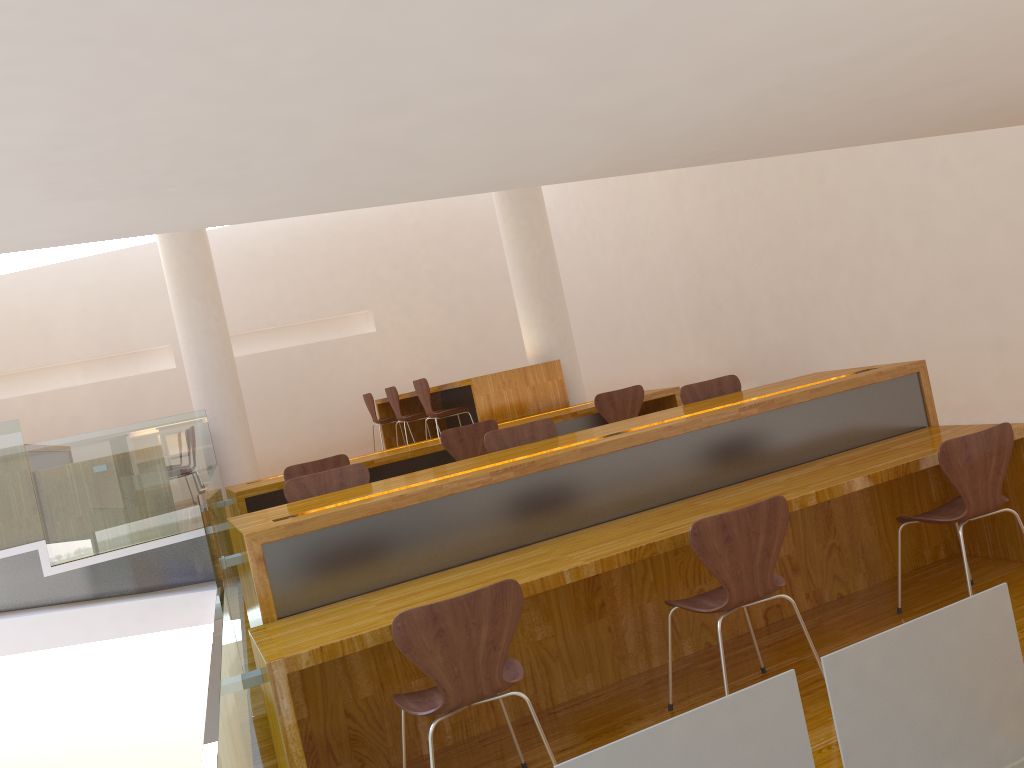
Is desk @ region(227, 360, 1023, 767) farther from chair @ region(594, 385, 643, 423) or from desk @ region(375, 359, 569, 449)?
desk @ region(375, 359, 569, 449)

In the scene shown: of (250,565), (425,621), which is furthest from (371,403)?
(425,621)

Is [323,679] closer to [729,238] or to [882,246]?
[882,246]

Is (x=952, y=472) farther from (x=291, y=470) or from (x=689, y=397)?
(x=291, y=470)

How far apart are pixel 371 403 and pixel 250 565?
6.09m

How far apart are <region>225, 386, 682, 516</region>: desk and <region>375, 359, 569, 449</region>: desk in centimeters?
14cm

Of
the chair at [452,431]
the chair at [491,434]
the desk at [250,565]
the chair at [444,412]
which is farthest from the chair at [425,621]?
the chair at [444,412]

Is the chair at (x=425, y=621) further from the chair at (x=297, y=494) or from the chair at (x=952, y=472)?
the chair at (x=952, y=472)

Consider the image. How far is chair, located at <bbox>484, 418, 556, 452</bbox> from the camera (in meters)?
4.32

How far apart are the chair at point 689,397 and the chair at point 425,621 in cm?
229
